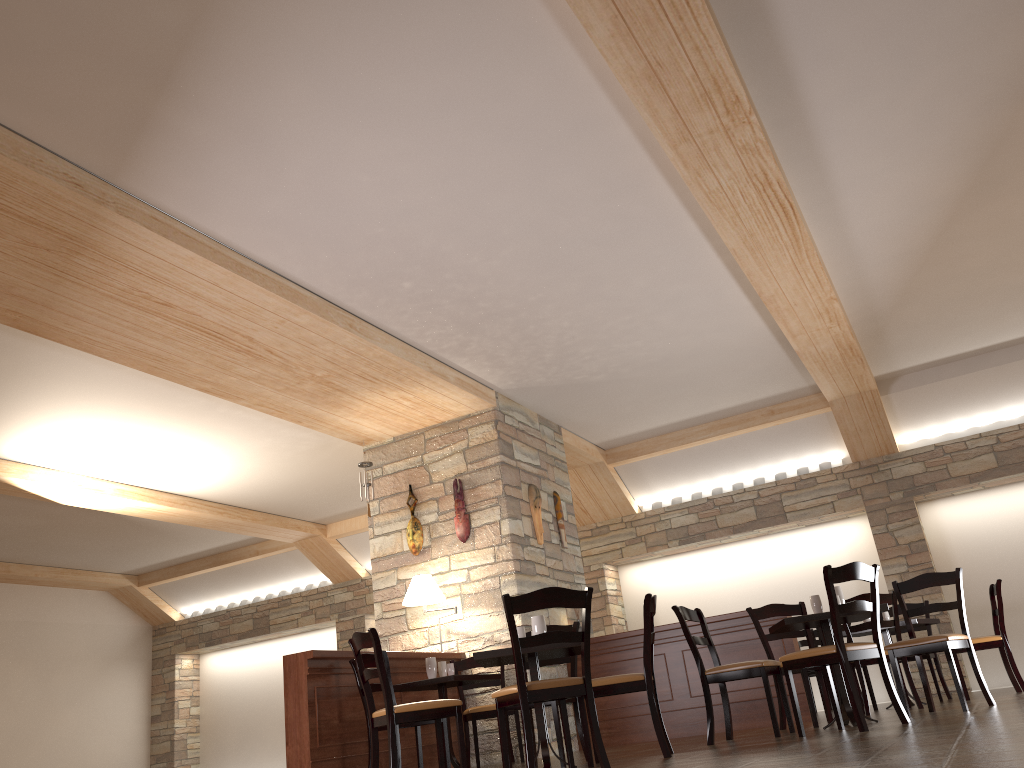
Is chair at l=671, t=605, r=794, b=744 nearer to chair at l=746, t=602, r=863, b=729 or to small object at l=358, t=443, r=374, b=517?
chair at l=746, t=602, r=863, b=729

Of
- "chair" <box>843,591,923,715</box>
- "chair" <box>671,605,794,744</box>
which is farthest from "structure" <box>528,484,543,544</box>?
"chair" <box>843,591,923,715</box>

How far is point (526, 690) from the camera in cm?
415

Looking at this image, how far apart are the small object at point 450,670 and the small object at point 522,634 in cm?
169

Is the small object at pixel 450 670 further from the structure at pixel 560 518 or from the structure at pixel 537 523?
the structure at pixel 560 518

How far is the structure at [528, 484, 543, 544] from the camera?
8.3m

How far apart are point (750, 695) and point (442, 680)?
2.7m

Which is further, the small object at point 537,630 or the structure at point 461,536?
the structure at point 461,536

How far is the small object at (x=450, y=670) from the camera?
6.59m

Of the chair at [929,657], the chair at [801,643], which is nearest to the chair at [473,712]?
the chair at [801,643]
